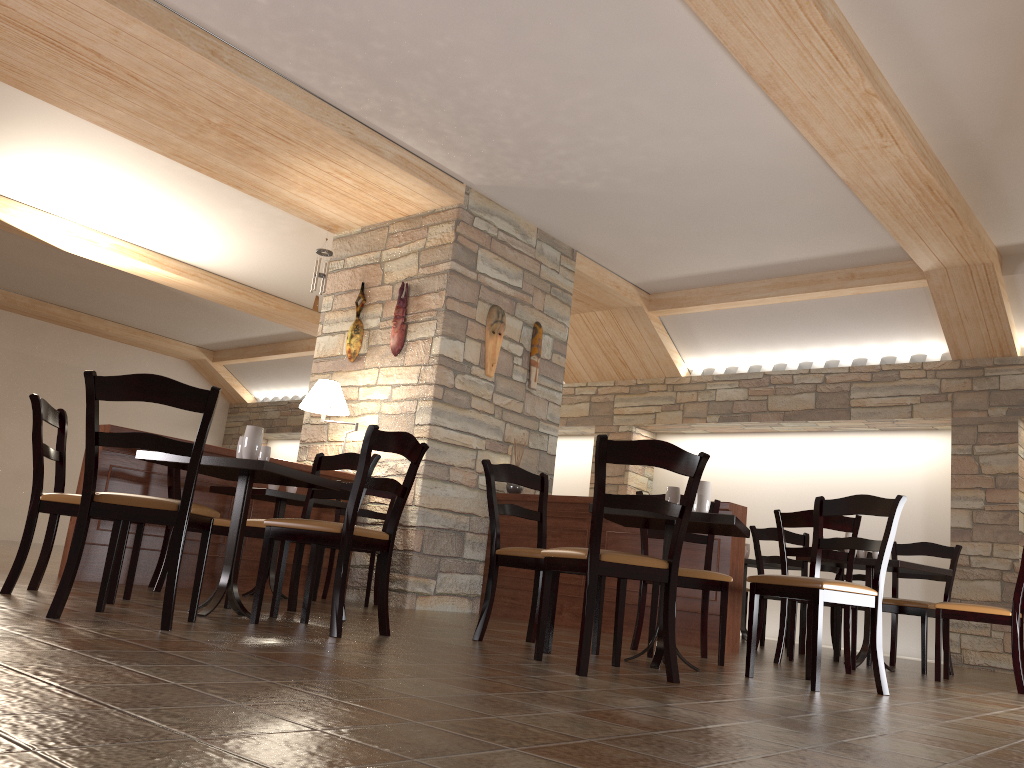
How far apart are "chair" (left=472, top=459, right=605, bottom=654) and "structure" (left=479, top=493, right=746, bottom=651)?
1.6m

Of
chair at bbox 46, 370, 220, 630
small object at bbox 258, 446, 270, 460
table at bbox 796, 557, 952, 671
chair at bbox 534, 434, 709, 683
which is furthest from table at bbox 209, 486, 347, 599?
table at bbox 796, 557, 952, 671

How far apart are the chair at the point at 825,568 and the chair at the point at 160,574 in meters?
4.2

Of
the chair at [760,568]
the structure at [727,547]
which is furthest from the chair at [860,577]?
the structure at [727,547]

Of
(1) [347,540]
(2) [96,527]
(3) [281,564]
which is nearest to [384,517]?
(2) [96,527]

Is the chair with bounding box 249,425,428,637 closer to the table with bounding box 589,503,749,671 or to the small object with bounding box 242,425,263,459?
the small object with bounding box 242,425,263,459

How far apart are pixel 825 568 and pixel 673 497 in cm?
308

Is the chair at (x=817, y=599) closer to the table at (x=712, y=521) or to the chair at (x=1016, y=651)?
the table at (x=712, y=521)

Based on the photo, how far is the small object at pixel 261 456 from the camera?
4.0 meters

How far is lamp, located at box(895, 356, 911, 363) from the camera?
8.0m
